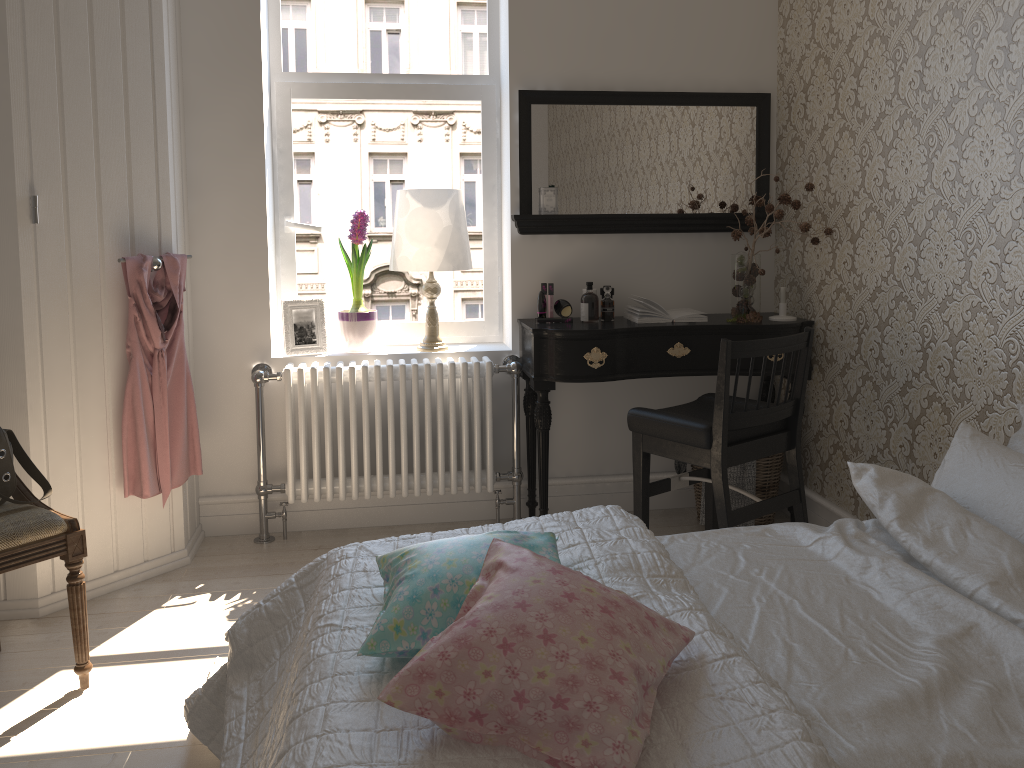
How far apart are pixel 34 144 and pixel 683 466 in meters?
2.5

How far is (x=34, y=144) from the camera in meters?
2.6 m

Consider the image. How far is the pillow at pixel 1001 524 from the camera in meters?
1.9 m

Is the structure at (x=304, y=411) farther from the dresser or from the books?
the books

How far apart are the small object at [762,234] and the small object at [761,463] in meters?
0.5

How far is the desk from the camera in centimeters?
320cm

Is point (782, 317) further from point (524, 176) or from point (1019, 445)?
point (1019, 445)

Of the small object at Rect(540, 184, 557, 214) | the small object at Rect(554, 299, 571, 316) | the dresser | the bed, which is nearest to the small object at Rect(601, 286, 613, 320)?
the small object at Rect(554, 299, 571, 316)

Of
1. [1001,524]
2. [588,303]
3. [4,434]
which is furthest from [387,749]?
[588,303]

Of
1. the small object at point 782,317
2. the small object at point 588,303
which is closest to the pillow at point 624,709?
the small object at point 588,303
